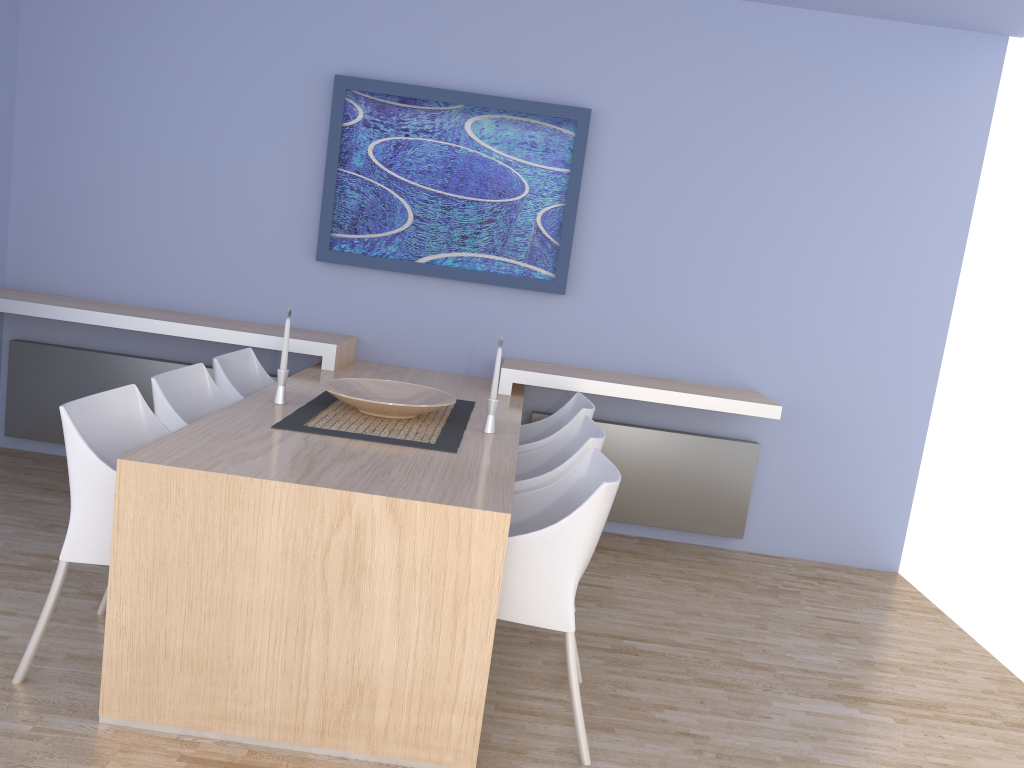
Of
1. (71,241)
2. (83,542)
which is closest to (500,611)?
(83,542)

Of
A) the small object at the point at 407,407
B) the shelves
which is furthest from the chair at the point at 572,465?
the shelves

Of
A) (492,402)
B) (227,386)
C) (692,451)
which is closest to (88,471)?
(227,386)

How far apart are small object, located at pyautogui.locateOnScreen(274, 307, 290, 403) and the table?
0.03m

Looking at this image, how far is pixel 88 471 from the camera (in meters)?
2.41

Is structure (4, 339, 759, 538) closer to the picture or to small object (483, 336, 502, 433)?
the picture

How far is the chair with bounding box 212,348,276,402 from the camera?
3.54m

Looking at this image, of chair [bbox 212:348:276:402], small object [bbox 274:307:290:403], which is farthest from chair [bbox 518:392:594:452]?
chair [bbox 212:348:276:402]

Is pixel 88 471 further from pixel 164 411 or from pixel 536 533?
pixel 536 533

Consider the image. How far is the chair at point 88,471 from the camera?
2.41m
